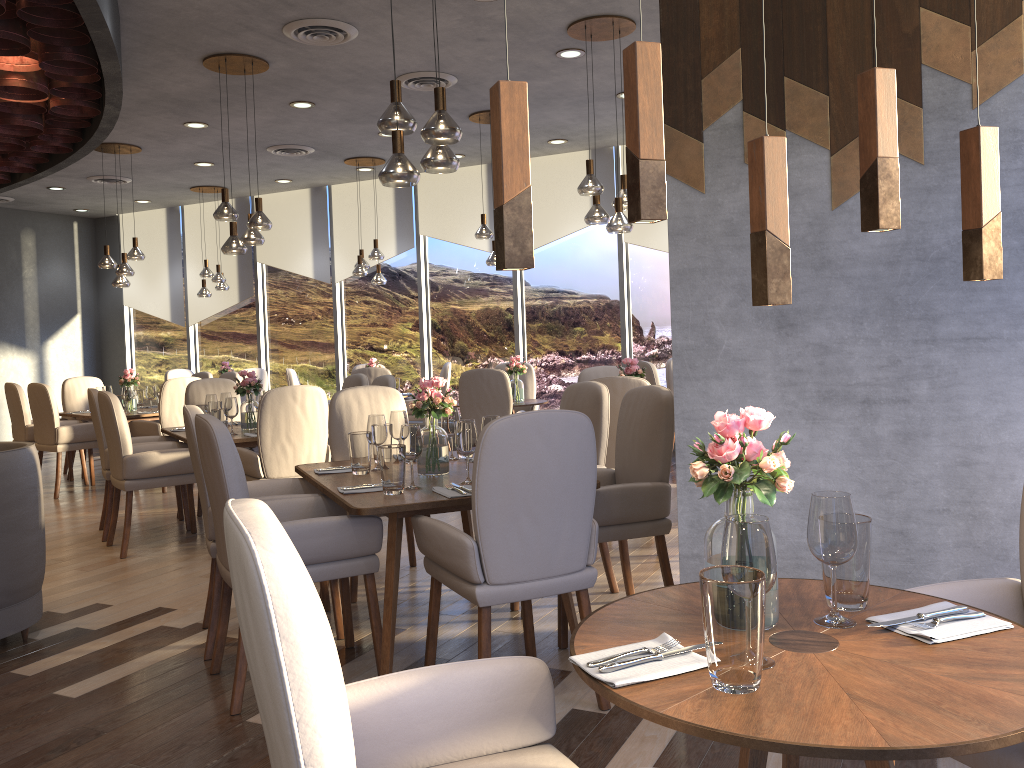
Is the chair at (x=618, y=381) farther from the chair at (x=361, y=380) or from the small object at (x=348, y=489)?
the chair at (x=361, y=380)

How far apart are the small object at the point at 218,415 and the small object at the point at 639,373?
2.56m

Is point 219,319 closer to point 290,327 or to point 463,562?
point 290,327

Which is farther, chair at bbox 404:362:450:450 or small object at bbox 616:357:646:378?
chair at bbox 404:362:450:450

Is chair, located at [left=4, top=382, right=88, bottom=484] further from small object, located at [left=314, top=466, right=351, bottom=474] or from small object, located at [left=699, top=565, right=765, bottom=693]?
small object, located at [left=699, top=565, right=765, bottom=693]

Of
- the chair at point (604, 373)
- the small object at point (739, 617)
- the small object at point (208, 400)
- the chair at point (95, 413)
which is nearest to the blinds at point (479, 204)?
the chair at point (604, 373)

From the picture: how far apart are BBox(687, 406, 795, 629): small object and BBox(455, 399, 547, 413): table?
6.0m

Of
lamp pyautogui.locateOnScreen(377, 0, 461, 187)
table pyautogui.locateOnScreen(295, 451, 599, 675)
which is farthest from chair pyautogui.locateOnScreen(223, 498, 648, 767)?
lamp pyautogui.locateOnScreen(377, 0, 461, 187)

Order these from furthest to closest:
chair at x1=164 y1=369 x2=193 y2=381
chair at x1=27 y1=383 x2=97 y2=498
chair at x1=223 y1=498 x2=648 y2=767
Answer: chair at x1=164 y1=369 x2=193 y2=381 → chair at x1=27 y1=383 x2=97 y2=498 → chair at x1=223 y1=498 x2=648 y2=767

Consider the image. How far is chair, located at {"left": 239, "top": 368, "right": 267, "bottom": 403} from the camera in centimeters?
1037cm
